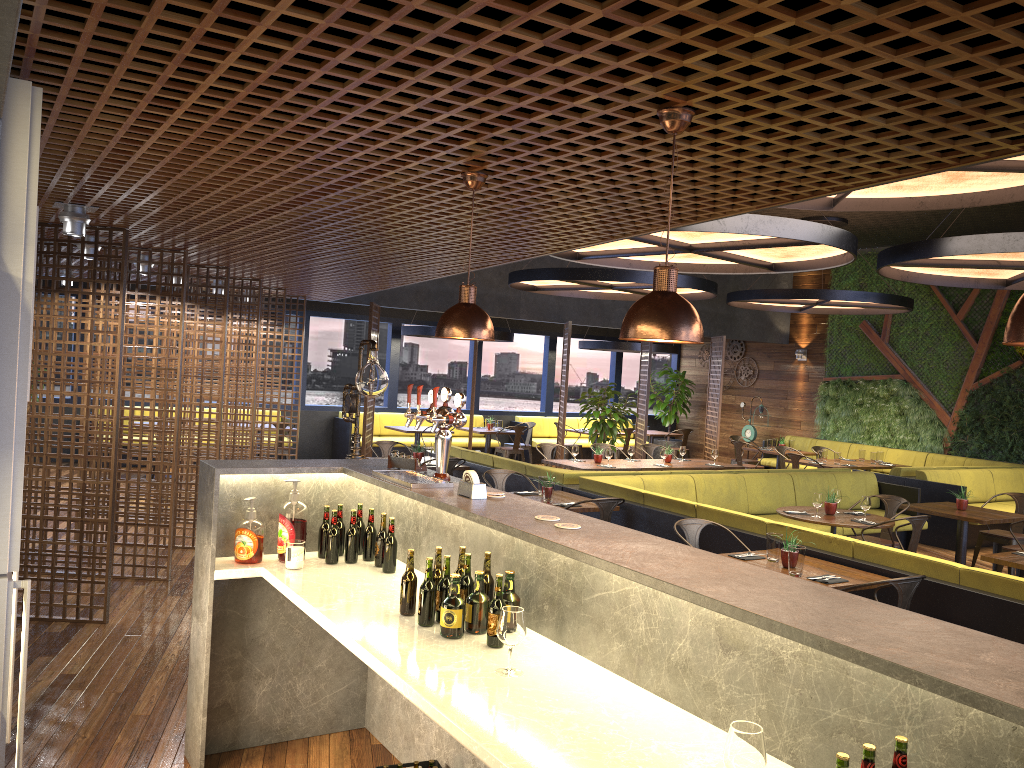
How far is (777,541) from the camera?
5.7m

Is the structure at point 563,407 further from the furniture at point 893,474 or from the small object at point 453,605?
the small object at point 453,605

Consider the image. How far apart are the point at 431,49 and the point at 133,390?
5.9 meters

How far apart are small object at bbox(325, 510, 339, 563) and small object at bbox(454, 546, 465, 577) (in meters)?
0.90

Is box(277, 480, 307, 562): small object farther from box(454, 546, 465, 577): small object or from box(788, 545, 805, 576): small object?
box(788, 545, 805, 576): small object

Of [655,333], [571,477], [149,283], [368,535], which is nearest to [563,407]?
[571,477]

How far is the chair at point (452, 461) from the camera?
9.47m

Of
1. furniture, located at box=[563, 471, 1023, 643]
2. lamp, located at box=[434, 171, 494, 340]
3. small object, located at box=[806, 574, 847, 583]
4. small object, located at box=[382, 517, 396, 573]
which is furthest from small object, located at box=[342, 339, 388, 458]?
small object, located at box=[806, 574, 847, 583]

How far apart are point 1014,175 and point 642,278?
4.8m

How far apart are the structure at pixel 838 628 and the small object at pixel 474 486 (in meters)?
0.04
